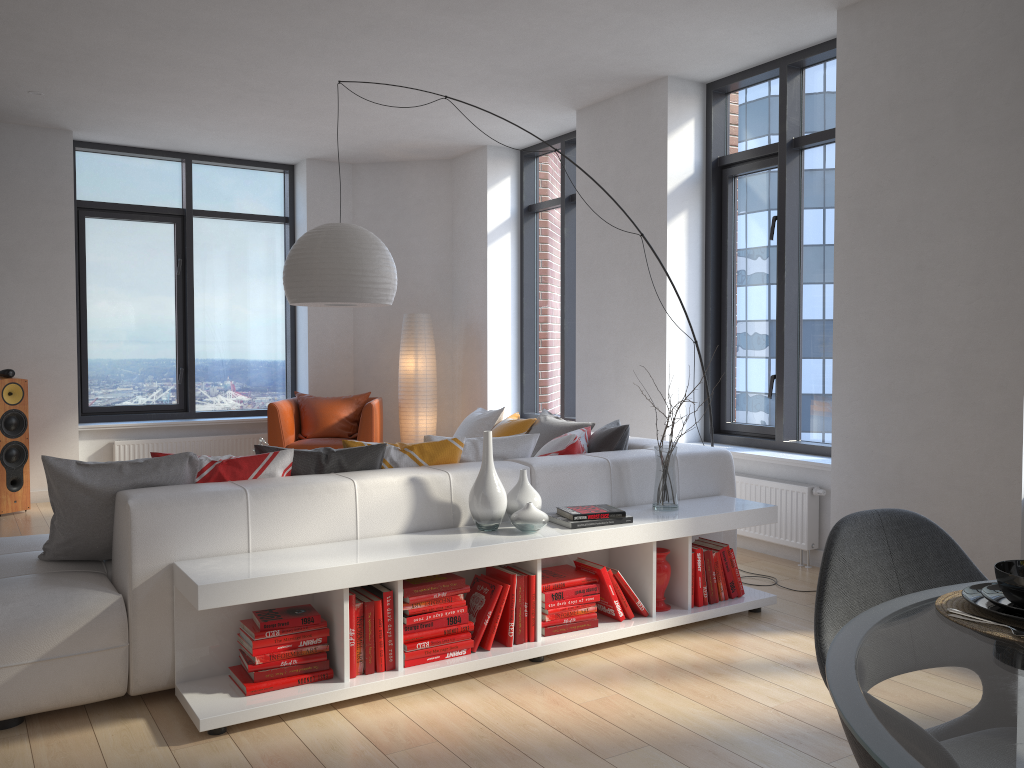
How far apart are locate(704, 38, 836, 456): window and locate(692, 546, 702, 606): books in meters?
1.6 m

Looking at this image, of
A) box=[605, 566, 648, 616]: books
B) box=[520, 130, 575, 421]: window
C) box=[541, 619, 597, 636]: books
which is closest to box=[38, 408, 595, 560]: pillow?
box=[605, 566, 648, 616]: books

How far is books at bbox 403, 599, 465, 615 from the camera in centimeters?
321cm

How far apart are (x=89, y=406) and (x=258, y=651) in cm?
558

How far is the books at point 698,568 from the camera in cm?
392

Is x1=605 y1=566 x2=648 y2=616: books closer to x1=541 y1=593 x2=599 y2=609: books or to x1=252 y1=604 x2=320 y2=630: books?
x1=541 y1=593 x2=599 y2=609: books

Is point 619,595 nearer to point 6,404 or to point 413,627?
point 413,627

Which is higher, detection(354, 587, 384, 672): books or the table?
the table

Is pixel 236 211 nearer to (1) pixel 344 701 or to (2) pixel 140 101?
(2) pixel 140 101

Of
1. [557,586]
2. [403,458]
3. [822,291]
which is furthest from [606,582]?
[822,291]
